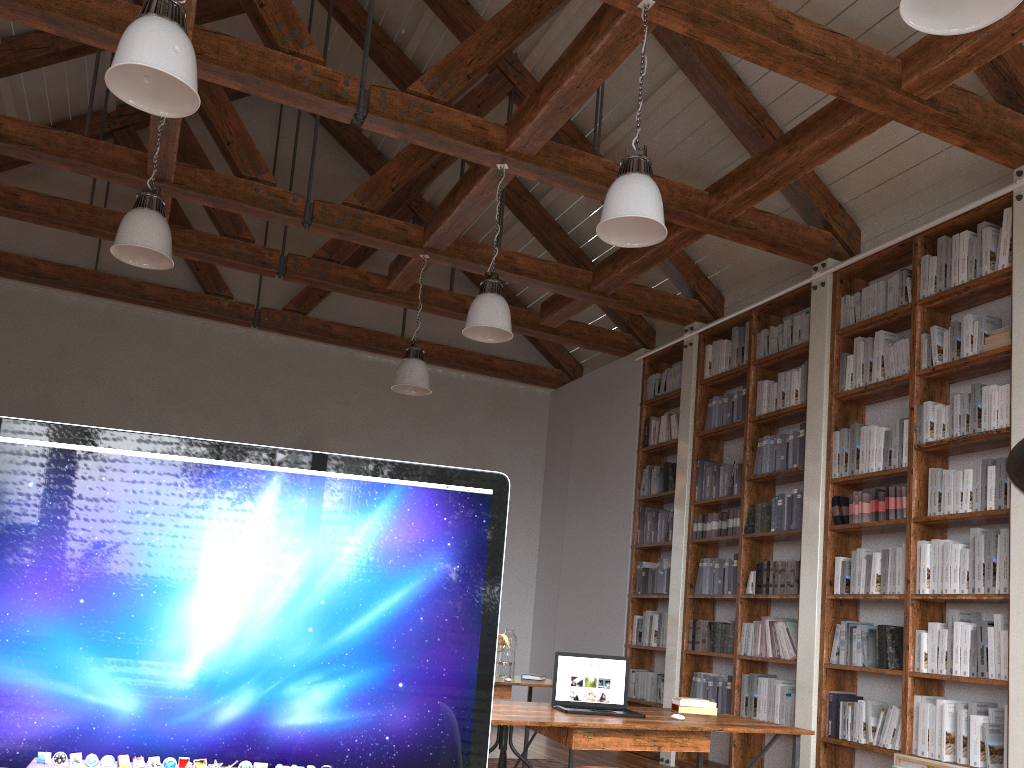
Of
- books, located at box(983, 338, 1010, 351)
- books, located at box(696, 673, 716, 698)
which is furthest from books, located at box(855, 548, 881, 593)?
books, located at box(696, 673, 716, 698)

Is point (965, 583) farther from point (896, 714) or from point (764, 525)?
point (764, 525)

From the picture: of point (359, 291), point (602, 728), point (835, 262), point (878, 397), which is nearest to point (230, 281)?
point (359, 291)

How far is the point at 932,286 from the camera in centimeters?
524cm

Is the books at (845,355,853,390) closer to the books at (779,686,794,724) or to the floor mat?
the books at (779,686,794,724)

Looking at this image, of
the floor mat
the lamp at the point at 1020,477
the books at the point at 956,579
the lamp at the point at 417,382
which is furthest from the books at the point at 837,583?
the lamp at the point at 1020,477

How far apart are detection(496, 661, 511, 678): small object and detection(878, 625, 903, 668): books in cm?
214

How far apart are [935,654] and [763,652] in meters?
1.4 m

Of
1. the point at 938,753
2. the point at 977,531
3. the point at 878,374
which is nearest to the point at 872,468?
the point at 878,374

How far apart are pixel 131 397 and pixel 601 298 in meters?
4.4
